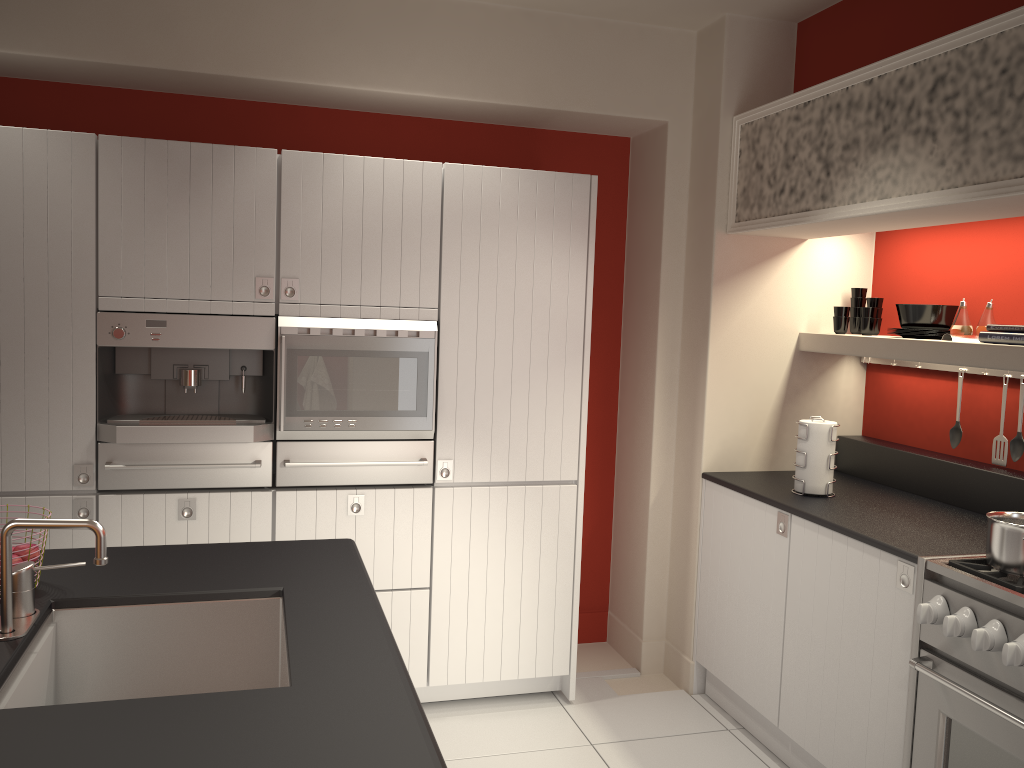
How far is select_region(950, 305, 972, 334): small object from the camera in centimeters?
327cm

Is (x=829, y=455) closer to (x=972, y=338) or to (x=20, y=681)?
(x=972, y=338)

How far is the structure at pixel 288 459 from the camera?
3.4m

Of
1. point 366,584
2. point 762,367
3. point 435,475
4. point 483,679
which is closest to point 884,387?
point 762,367

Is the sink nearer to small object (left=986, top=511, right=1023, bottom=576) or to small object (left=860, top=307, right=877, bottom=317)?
small object (left=986, top=511, right=1023, bottom=576)

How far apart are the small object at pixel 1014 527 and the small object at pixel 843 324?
1.4m

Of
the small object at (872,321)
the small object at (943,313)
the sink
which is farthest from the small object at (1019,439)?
the sink

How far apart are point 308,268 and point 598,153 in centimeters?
175cm

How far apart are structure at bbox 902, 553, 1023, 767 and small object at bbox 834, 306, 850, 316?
1.4 meters

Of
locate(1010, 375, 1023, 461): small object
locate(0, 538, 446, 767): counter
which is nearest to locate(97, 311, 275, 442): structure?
locate(0, 538, 446, 767): counter
